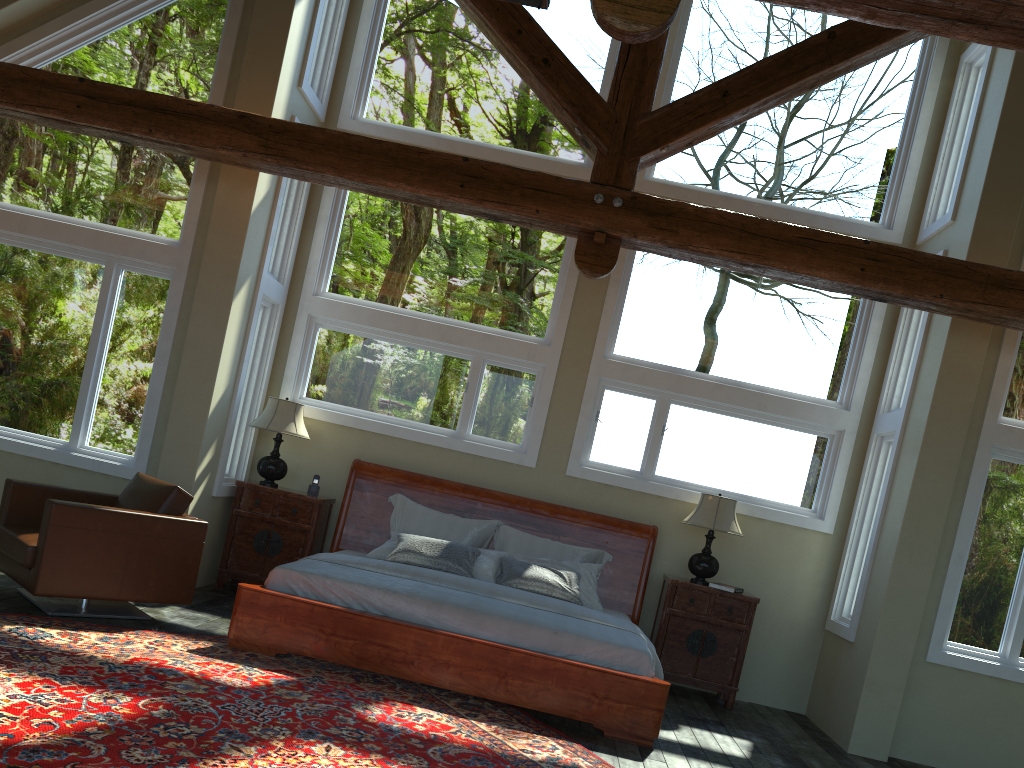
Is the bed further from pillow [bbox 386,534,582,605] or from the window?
the window

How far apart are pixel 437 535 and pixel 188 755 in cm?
380

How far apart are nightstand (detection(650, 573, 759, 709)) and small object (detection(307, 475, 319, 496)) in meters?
3.0 m

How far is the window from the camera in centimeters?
683cm

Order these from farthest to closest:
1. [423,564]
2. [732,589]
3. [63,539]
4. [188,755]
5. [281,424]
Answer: [281,424]
[732,589]
[423,564]
[63,539]
[188,755]

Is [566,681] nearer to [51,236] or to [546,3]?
[546,3]

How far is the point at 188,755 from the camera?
3.59m

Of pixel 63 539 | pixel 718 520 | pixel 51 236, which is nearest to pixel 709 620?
pixel 718 520

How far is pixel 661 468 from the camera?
7.66m

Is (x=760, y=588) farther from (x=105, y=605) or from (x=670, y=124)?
(x=105, y=605)
